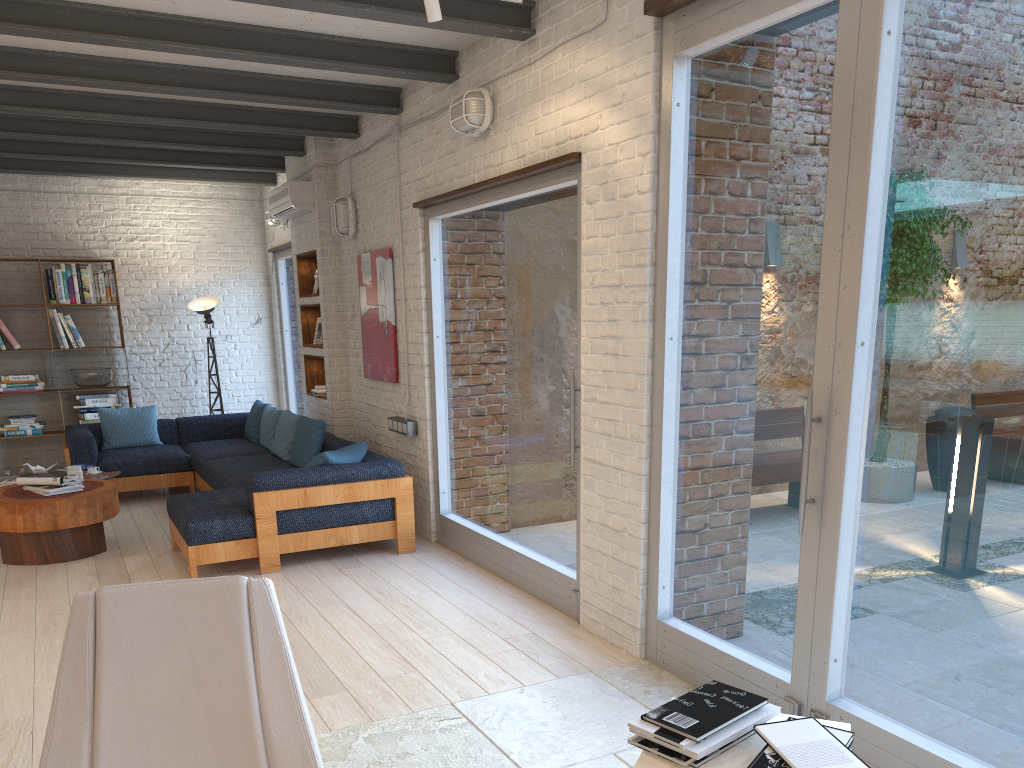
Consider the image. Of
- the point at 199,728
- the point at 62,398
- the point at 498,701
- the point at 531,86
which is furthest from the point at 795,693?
the point at 62,398

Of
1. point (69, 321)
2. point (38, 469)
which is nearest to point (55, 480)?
point (38, 469)

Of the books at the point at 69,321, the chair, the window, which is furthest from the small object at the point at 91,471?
the chair

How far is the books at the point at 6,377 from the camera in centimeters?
858cm

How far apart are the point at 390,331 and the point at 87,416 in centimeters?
418cm

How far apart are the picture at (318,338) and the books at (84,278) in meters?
2.7 m

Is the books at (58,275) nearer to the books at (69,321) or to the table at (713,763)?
the books at (69,321)

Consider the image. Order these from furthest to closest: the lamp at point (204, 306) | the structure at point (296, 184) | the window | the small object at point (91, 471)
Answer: the lamp at point (204, 306) < the structure at point (296, 184) < the small object at point (91, 471) < the window

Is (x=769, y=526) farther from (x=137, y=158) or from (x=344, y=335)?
(x=137, y=158)

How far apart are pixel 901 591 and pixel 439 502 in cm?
378
